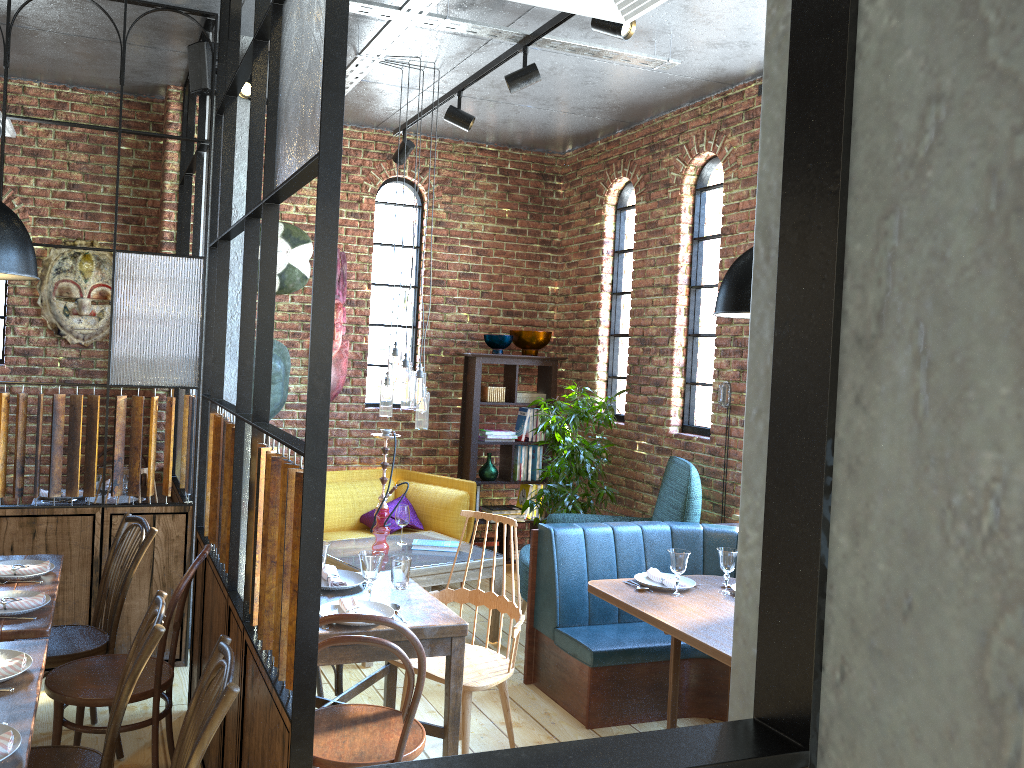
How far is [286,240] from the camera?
6.1m

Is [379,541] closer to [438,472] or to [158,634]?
[438,472]

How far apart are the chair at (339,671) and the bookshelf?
2.8m

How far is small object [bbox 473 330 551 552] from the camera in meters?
6.6

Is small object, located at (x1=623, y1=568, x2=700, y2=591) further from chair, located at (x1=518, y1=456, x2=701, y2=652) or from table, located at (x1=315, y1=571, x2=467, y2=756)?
table, located at (x1=315, y1=571, x2=467, y2=756)

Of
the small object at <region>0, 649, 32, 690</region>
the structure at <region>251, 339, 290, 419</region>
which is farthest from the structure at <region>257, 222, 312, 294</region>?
the small object at <region>0, 649, 32, 690</region>

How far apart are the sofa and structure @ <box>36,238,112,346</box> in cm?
176

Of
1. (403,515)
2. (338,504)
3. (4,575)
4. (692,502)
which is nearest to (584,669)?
(692,502)

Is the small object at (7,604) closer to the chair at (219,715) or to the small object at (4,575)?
the small object at (4,575)

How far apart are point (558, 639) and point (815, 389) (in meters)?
3.92
